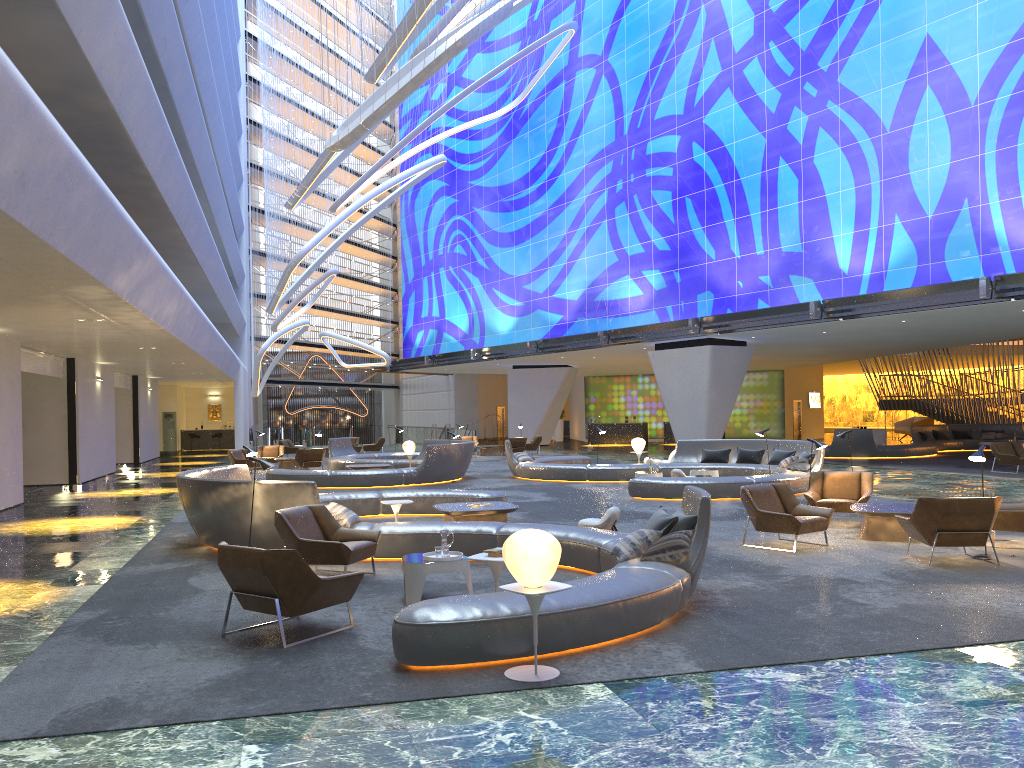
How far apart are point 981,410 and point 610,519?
30.11m

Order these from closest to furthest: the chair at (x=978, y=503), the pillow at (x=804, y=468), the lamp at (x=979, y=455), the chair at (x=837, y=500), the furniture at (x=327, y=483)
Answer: the chair at (x=978, y=503) → the lamp at (x=979, y=455) → the chair at (x=837, y=500) → the pillow at (x=804, y=468) → the furniture at (x=327, y=483)

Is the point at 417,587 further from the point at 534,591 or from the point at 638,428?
the point at 638,428

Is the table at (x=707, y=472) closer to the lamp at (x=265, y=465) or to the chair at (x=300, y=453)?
the lamp at (x=265, y=465)

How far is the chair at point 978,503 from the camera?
9.5m

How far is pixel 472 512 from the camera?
12.4 meters

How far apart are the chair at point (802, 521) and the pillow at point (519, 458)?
12.0m

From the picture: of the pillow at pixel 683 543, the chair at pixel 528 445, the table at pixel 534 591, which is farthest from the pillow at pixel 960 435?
the table at pixel 534 591

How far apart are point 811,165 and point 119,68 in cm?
2125

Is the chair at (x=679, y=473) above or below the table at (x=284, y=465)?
above
